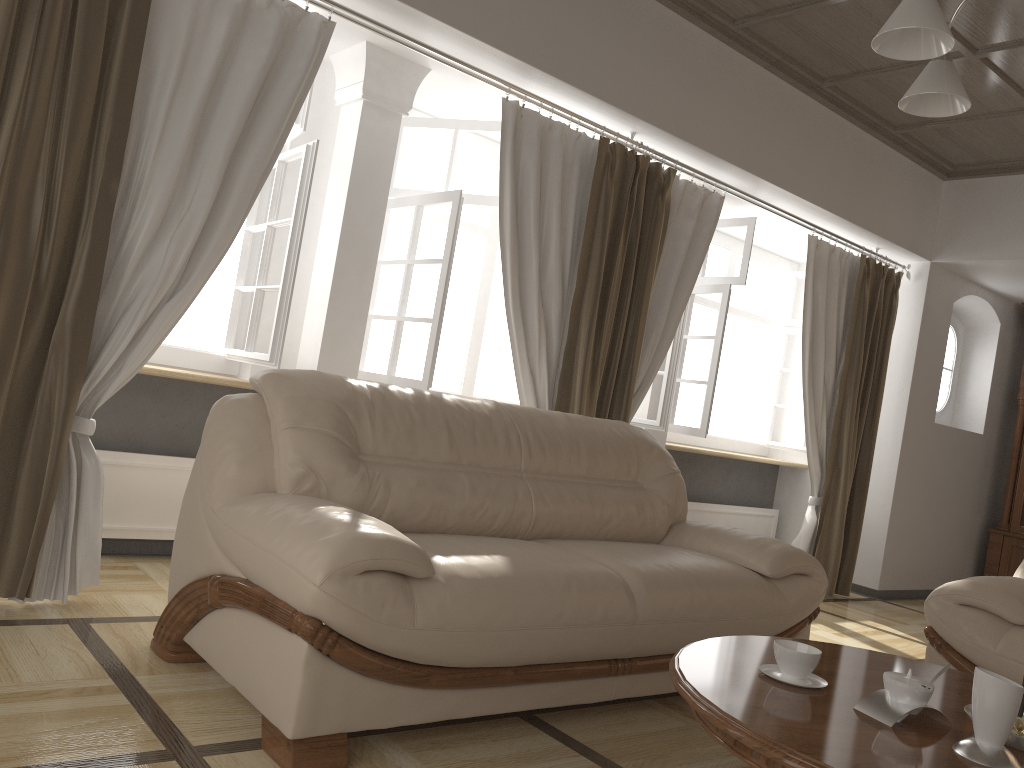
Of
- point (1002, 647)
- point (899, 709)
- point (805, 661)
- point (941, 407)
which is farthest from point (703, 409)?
point (899, 709)

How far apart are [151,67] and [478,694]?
2.3 meters

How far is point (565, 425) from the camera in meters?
3.3 m

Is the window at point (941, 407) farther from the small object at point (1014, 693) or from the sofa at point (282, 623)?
the small object at point (1014, 693)

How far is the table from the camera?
1.6 meters

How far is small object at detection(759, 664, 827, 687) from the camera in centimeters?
198cm

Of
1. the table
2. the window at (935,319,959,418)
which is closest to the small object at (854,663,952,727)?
the table

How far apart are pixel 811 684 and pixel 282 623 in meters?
1.2 m

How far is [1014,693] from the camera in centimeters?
164cm

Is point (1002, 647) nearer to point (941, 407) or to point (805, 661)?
point (805, 661)
